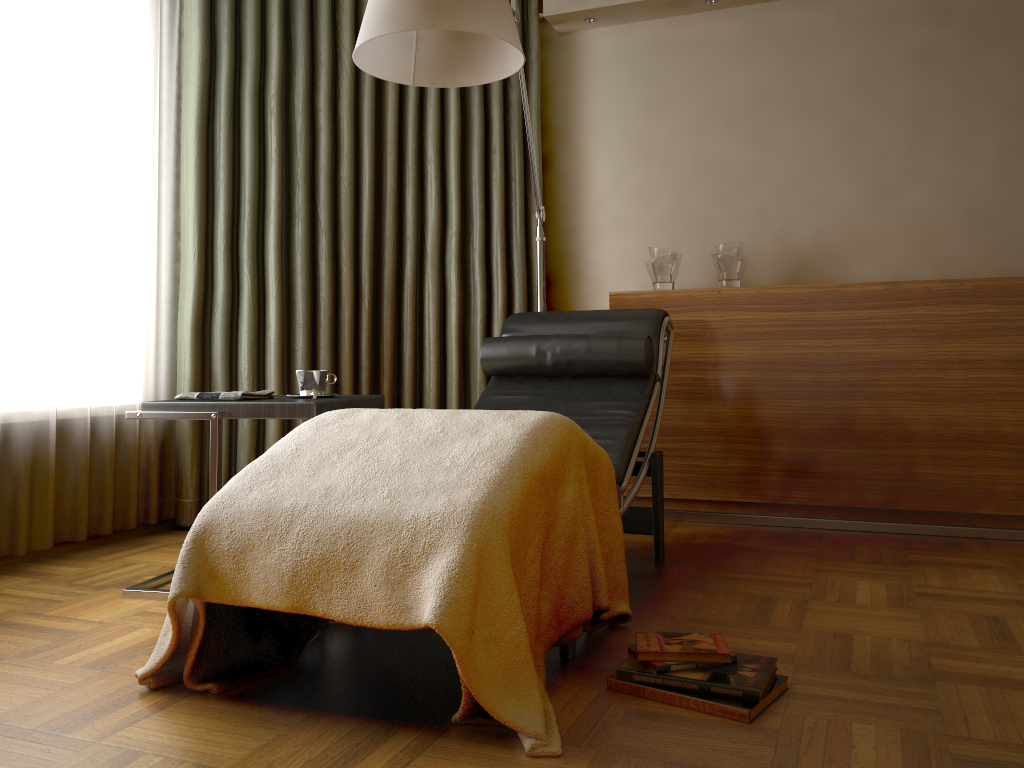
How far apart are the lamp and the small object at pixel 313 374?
0.8 meters

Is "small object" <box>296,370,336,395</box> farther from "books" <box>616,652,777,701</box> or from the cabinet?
the cabinet

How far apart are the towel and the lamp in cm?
93

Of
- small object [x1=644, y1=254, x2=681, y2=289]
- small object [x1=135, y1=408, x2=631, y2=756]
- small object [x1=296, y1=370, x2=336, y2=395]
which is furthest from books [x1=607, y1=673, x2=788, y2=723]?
small object [x1=644, y1=254, x2=681, y2=289]

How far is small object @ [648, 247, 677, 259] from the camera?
3.6m

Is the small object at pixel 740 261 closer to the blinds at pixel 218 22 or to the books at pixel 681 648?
the blinds at pixel 218 22

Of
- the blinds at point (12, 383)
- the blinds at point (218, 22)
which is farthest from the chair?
the blinds at point (12, 383)

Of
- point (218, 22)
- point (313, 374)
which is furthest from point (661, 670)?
point (218, 22)

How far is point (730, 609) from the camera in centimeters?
225cm

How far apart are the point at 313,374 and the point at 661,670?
1.4 meters
